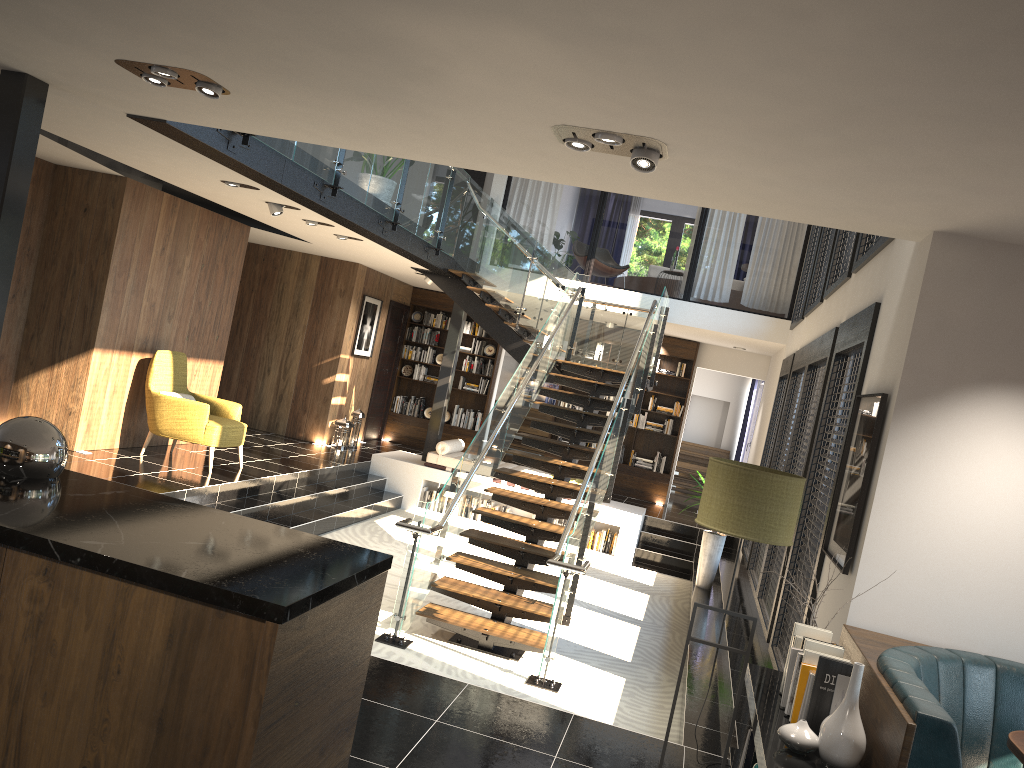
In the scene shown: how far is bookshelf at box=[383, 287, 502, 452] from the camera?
15.11m

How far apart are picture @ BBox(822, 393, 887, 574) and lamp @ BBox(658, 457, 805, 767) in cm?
53

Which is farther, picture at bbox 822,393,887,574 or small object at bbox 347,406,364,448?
small object at bbox 347,406,364,448

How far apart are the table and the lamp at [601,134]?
2.7m

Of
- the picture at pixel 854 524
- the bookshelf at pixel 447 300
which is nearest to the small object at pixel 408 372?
the bookshelf at pixel 447 300

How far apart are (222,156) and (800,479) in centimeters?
447cm

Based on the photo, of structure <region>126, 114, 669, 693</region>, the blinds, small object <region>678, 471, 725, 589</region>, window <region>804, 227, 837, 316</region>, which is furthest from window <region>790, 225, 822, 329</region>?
the blinds

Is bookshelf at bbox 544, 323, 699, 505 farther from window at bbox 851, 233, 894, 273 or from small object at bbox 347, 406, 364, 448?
window at bbox 851, 233, 894, 273

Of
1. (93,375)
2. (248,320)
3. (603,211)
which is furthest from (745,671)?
(248,320)

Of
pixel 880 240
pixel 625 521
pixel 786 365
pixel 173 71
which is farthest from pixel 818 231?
pixel 173 71
